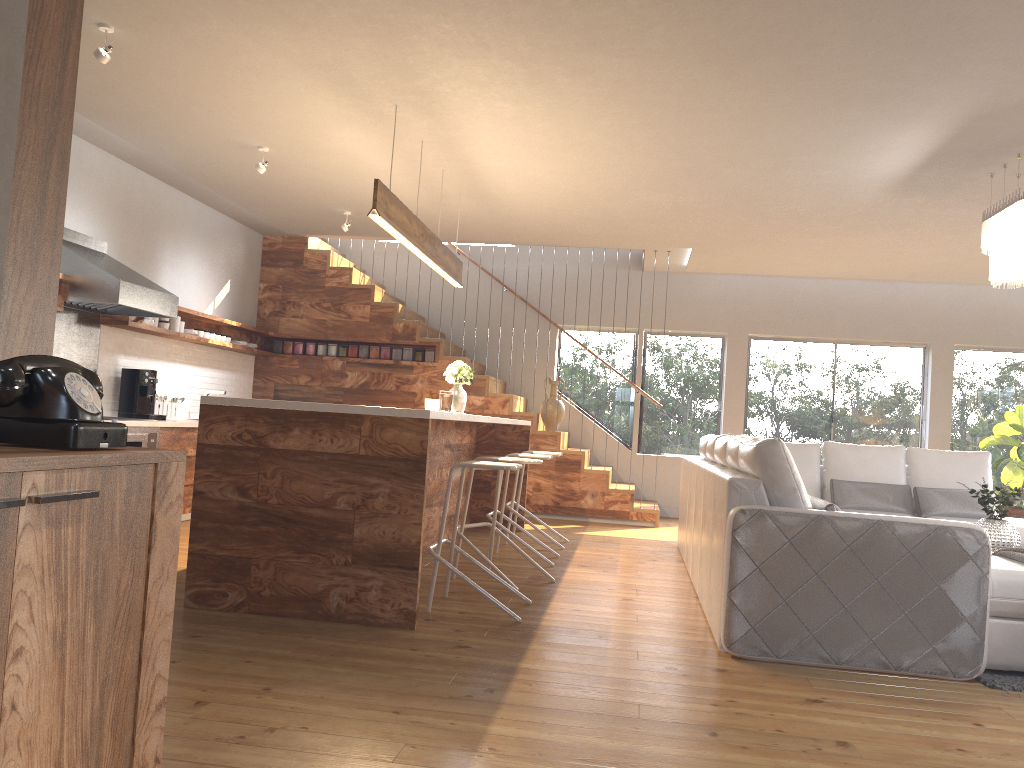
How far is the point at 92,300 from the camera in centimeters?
594cm

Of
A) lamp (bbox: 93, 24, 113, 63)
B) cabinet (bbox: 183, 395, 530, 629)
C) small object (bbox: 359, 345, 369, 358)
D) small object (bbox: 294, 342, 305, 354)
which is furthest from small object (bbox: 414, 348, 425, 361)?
lamp (bbox: 93, 24, 113, 63)

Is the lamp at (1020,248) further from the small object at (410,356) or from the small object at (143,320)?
the small object at (143,320)

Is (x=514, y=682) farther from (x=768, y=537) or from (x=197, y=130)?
(x=197, y=130)

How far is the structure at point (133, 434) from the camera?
6.2 meters

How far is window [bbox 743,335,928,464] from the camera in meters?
9.9 m

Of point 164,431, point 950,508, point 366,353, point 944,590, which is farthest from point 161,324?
point 950,508

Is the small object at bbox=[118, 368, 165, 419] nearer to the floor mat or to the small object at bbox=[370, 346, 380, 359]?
the small object at bbox=[370, 346, 380, 359]

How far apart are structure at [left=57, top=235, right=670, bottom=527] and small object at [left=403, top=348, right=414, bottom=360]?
0.07m

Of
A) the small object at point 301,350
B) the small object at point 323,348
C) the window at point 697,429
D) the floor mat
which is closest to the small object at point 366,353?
the small object at point 323,348
